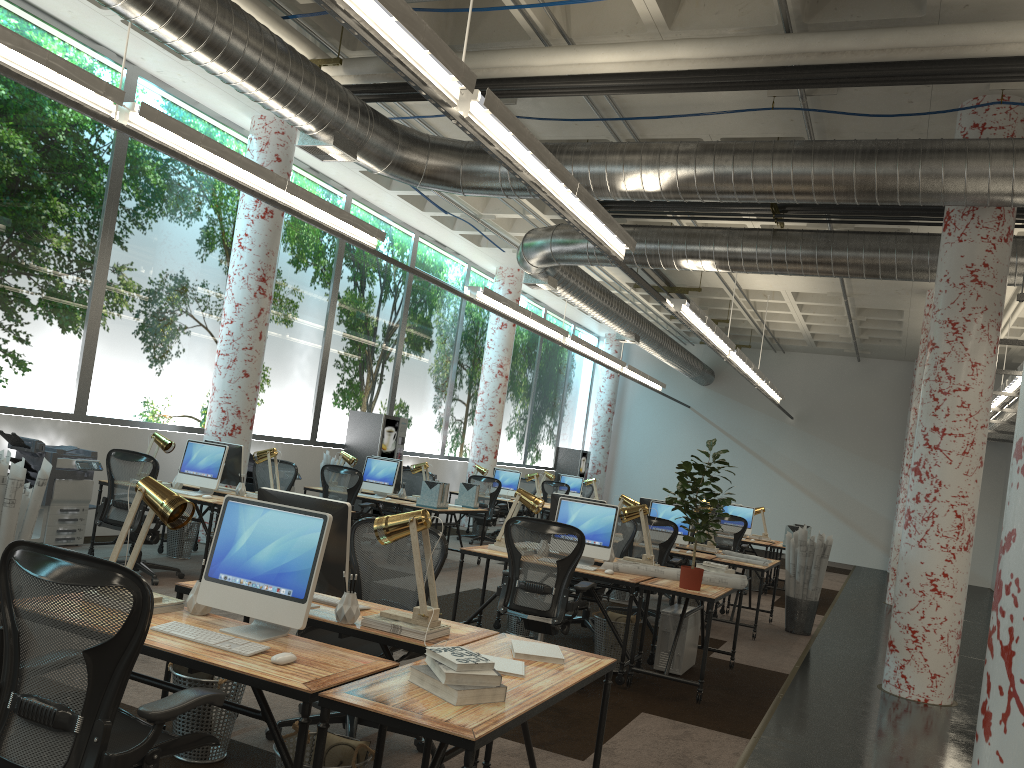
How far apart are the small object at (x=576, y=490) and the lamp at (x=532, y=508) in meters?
10.8

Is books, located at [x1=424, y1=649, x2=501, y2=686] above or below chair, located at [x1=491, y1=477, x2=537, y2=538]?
below

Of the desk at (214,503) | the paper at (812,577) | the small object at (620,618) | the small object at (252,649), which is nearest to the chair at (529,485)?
the paper at (812,577)

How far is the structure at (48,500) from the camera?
8.3 meters

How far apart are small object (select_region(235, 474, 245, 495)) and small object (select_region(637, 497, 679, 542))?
4.5m

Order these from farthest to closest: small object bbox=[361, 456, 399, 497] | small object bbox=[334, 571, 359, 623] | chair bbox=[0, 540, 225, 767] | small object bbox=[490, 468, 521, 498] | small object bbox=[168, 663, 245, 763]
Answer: small object bbox=[490, 468, 521, 498] → small object bbox=[361, 456, 399, 497] → small object bbox=[168, 663, 245, 763] → small object bbox=[334, 571, 359, 623] → chair bbox=[0, 540, 225, 767]

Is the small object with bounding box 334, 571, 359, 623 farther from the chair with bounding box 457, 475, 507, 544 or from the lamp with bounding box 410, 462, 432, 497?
the chair with bounding box 457, 475, 507, 544

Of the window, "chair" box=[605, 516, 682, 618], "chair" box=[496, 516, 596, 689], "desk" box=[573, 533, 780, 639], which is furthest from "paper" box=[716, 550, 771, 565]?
the window

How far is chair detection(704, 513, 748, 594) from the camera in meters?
12.3

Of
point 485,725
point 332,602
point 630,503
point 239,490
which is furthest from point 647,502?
point 485,725
